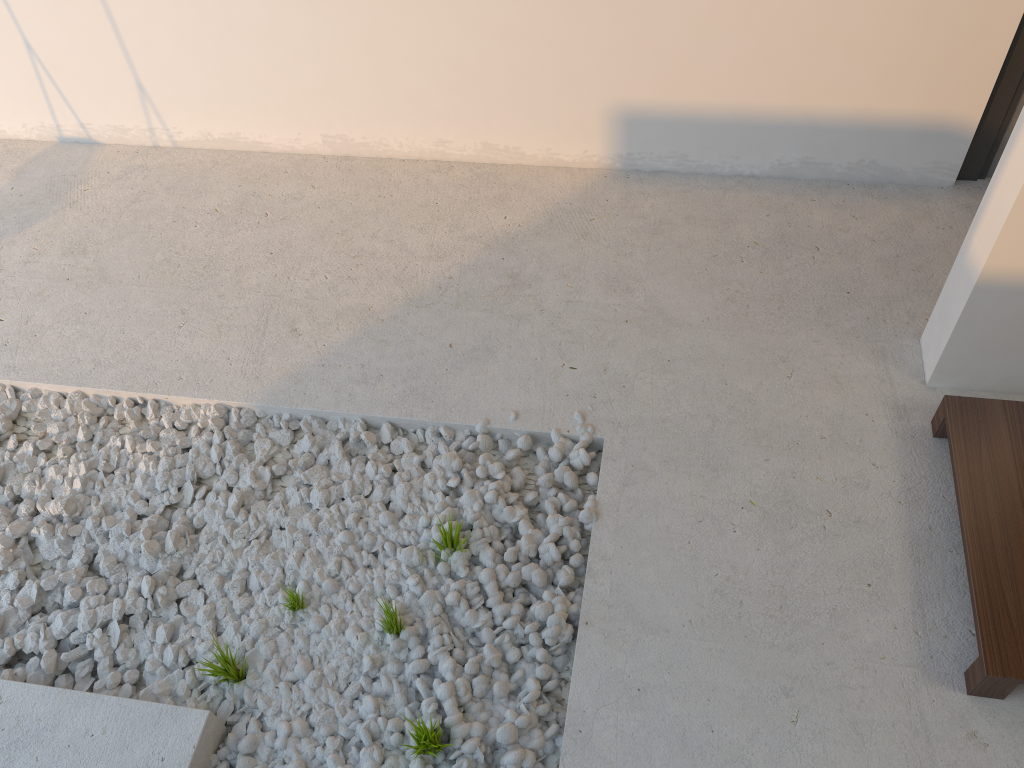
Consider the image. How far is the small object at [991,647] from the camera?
Answer: 1.7m

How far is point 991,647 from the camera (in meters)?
1.68
